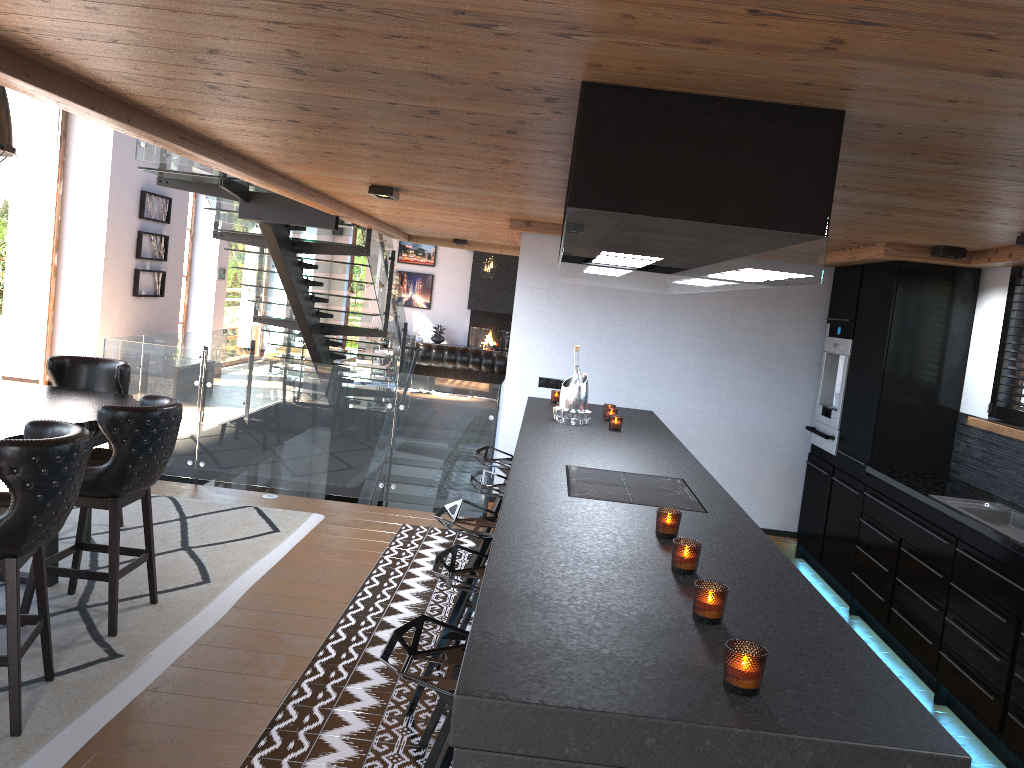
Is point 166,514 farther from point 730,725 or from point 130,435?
point 730,725

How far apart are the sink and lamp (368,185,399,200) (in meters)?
3.61

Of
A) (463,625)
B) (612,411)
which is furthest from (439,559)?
(612,411)

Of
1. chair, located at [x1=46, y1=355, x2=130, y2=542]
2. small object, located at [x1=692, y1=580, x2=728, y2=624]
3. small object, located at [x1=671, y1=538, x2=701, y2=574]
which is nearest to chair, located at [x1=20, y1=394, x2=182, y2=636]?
chair, located at [x1=46, y1=355, x2=130, y2=542]

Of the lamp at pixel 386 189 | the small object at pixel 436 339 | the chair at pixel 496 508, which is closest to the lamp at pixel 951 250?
the chair at pixel 496 508

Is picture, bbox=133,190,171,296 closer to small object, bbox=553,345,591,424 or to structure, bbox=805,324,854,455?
small object, bbox=553,345,591,424

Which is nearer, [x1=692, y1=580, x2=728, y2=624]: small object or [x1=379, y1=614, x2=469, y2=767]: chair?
[x1=692, y1=580, x2=728, y2=624]: small object

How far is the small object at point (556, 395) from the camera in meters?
6.1

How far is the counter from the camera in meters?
4.1 m

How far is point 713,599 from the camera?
2.00m
